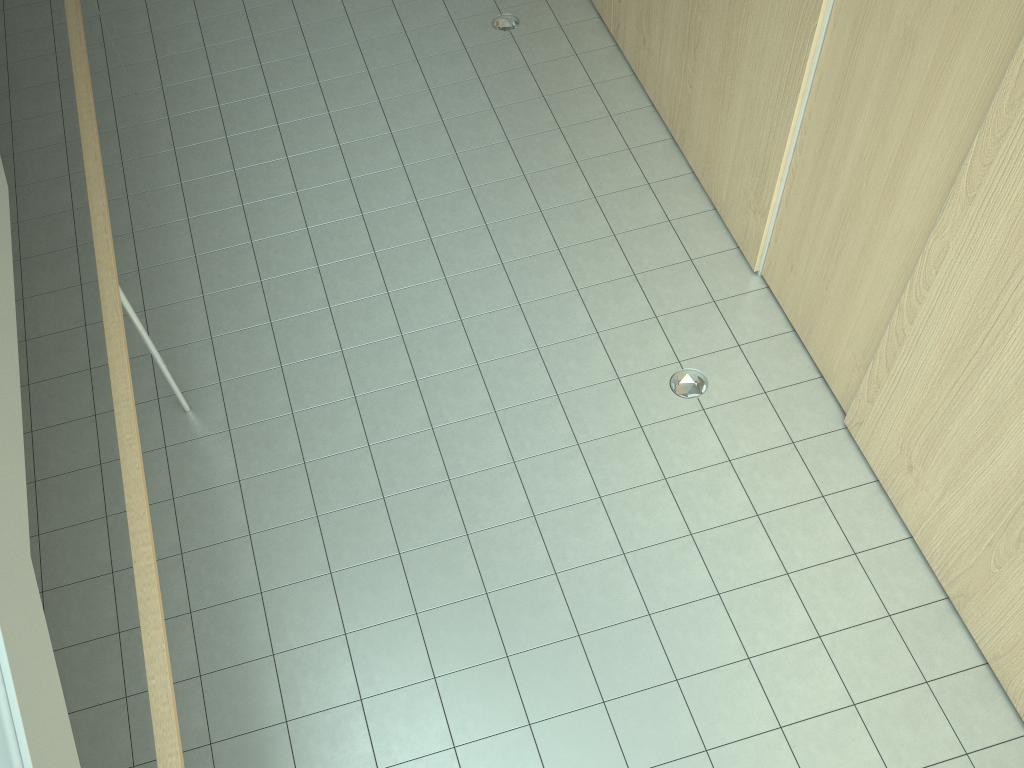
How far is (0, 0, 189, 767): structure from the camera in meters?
2.0 m

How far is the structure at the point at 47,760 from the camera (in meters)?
1.96

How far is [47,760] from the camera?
1.96m
